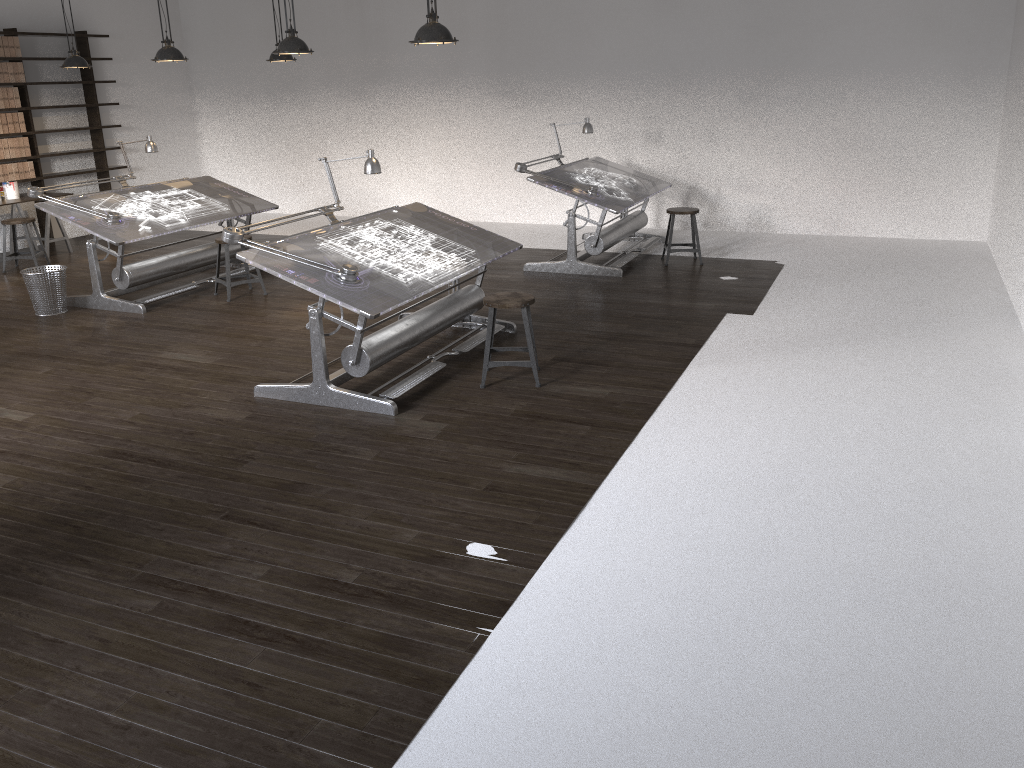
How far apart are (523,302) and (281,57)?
5.10m

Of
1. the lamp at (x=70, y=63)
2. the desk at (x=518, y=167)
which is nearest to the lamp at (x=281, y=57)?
the lamp at (x=70, y=63)

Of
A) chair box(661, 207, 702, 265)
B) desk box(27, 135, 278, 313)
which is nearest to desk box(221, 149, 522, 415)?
desk box(27, 135, 278, 313)

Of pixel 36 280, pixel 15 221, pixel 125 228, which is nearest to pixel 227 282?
pixel 125 228

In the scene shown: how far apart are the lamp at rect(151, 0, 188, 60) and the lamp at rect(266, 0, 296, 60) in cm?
143

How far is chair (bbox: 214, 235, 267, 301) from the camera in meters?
7.6 m

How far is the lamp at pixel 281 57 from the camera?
8.81m

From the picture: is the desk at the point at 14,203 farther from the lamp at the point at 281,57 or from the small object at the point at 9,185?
the lamp at the point at 281,57

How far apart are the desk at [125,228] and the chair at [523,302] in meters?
3.4

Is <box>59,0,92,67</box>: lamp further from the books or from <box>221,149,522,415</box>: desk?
<box>221,149,522,415</box>: desk
